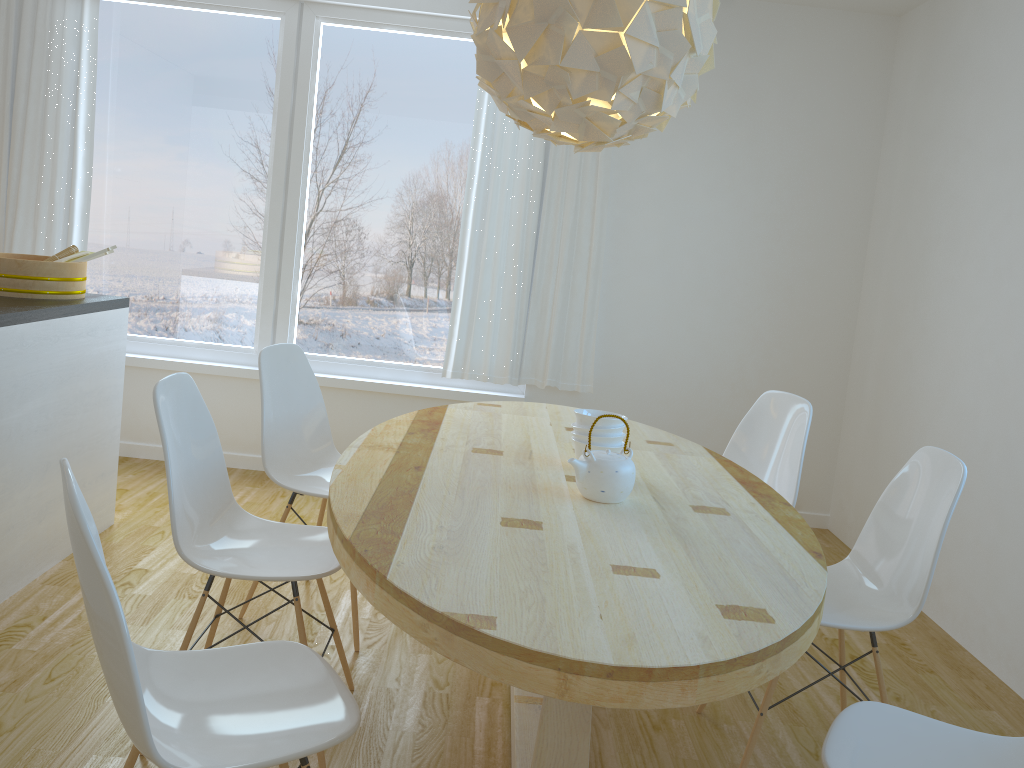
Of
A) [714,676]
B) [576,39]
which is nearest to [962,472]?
[714,676]

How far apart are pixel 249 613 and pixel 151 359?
2.1m

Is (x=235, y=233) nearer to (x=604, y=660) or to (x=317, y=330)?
(x=317, y=330)

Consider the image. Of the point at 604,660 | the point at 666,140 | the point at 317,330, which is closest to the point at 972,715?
the point at 604,660

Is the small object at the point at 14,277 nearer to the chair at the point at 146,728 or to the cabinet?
the cabinet

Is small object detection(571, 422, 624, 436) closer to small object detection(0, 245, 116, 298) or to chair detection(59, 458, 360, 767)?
chair detection(59, 458, 360, 767)

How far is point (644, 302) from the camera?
4.64m

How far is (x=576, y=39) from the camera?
1.98m

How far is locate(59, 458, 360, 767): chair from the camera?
1.3m

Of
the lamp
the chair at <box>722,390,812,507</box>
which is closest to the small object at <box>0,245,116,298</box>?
the lamp
